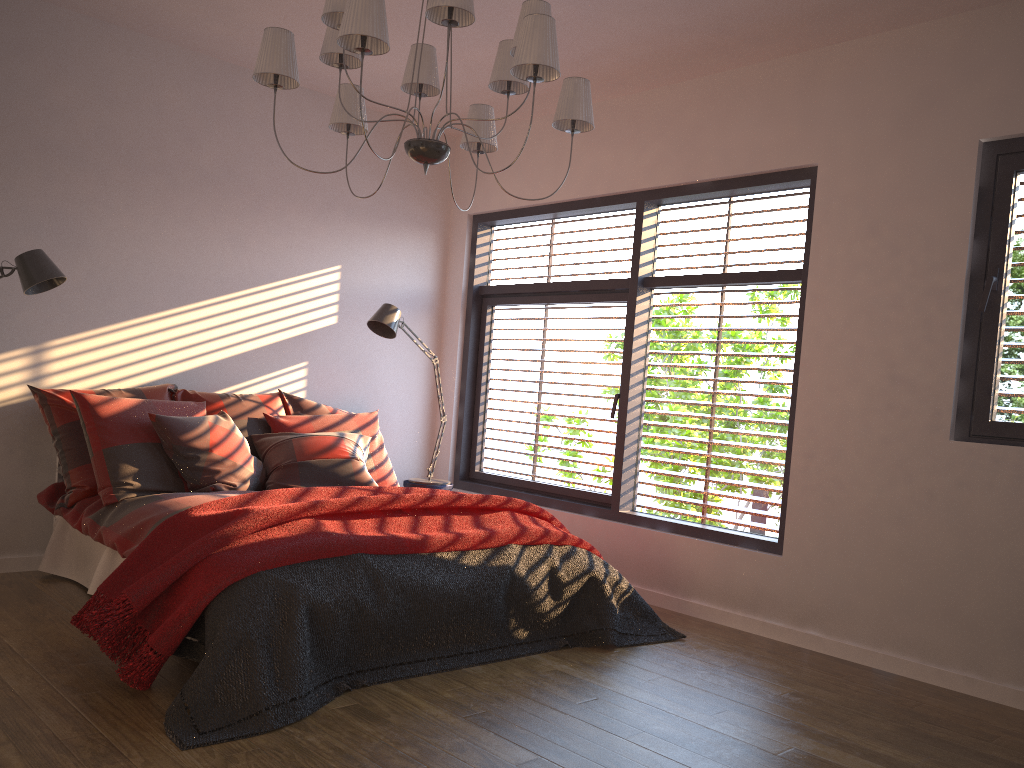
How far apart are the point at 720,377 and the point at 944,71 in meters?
1.8

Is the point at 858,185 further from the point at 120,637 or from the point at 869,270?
the point at 120,637

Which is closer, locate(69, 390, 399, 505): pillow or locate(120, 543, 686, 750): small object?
locate(120, 543, 686, 750): small object

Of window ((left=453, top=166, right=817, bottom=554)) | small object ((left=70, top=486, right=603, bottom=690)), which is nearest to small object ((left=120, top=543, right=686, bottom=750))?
small object ((left=70, top=486, right=603, bottom=690))

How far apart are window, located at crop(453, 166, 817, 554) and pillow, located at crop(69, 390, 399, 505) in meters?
1.0

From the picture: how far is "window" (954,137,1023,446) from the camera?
3.7m

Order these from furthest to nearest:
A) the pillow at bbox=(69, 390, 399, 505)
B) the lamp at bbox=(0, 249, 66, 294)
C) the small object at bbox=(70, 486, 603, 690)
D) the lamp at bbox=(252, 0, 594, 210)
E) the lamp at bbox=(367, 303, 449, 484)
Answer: the lamp at bbox=(367, 303, 449, 484)
the pillow at bbox=(69, 390, 399, 505)
the lamp at bbox=(0, 249, 66, 294)
the small object at bbox=(70, 486, 603, 690)
the lamp at bbox=(252, 0, 594, 210)

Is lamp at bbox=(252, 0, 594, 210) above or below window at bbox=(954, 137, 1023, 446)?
above

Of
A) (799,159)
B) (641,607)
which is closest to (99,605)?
(641,607)

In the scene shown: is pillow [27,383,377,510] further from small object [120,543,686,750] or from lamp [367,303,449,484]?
small object [120,543,686,750]
